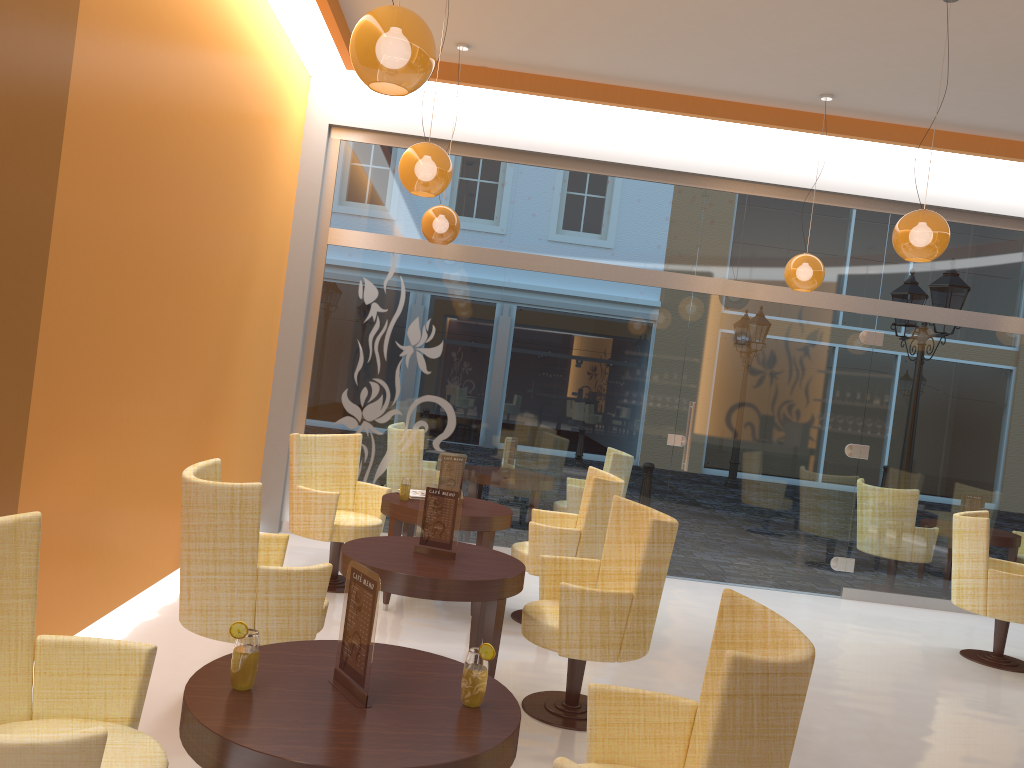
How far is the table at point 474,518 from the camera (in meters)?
5.50

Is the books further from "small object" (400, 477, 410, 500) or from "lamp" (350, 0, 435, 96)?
"lamp" (350, 0, 435, 96)

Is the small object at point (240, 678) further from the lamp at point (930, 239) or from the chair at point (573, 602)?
the lamp at point (930, 239)

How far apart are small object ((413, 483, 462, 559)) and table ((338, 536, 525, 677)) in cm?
3

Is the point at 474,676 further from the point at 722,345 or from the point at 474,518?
the point at 722,345

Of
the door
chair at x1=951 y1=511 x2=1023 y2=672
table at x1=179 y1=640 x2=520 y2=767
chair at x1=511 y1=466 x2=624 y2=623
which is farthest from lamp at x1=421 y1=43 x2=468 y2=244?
table at x1=179 y1=640 x2=520 y2=767

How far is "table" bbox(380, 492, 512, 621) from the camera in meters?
5.5 m

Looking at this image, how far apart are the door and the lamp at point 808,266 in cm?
97

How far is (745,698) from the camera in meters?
2.0

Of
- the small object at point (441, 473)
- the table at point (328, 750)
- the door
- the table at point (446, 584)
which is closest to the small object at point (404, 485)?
the small object at point (441, 473)
